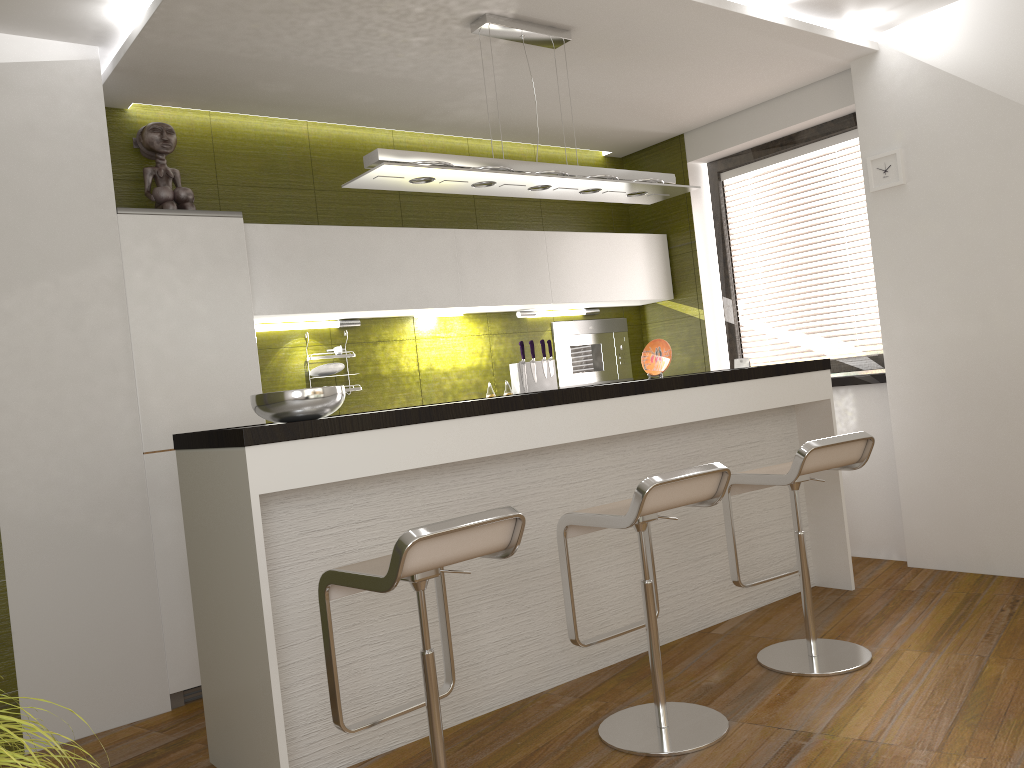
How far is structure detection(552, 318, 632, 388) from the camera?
5.7 meters

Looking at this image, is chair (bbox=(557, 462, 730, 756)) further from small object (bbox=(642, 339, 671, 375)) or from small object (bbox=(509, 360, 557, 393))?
small object (bbox=(509, 360, 557, 393))

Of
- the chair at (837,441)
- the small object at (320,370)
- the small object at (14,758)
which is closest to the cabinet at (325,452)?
the chair at (837,441)

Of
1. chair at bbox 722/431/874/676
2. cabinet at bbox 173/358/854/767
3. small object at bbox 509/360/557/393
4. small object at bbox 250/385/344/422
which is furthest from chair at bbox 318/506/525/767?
small object at bbox 509/360/557/393

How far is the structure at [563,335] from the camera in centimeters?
569cm

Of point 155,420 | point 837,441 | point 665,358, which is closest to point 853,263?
point 665,358

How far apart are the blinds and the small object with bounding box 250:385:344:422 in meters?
3.3 m

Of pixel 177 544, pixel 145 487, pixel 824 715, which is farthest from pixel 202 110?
pixel 824 715

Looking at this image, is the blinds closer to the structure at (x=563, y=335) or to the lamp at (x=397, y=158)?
the structure at (x=563, y=335)

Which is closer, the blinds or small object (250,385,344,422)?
small object (250,385,344,422)
